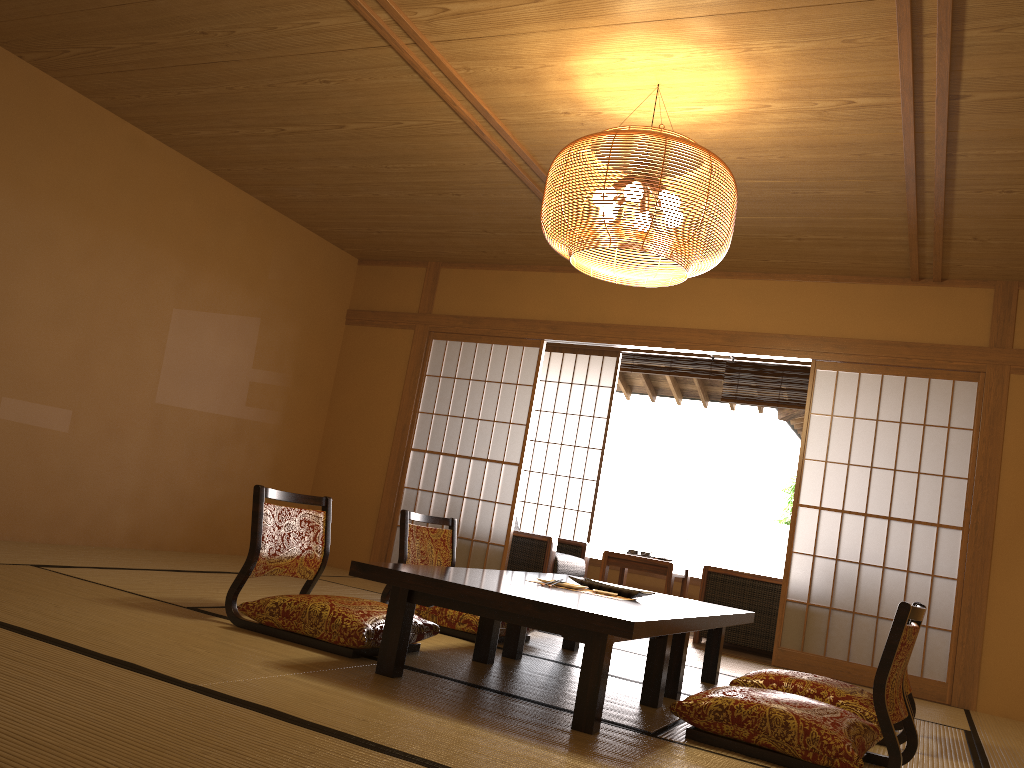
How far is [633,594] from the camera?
3.54m

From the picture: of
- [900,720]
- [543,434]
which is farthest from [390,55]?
[543,434]

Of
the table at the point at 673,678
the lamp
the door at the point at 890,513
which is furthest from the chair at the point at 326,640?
the door at the point at 890,513

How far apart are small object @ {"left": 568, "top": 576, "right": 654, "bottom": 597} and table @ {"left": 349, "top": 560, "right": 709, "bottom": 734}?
0.19m

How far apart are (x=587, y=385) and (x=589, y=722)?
5.6 meters

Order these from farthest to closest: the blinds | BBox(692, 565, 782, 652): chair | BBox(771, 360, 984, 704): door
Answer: the blinds
BBox(692, 565, 782, 652): chair
BBox(771, 360, 984, 704): door

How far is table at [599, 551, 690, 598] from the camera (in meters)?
6.34

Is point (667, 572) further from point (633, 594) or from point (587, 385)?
point (633, 594)

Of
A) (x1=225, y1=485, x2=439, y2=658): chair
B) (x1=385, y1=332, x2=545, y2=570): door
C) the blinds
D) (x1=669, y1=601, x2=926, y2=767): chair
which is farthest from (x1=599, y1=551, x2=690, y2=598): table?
(x1=669, y1=601, x2=926, y2=767): chair

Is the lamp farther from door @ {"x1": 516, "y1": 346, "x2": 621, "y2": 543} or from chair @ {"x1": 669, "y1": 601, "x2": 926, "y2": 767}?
door @ {"x1": 516, "y1": 346, "x2": 621, "y2": 543}
